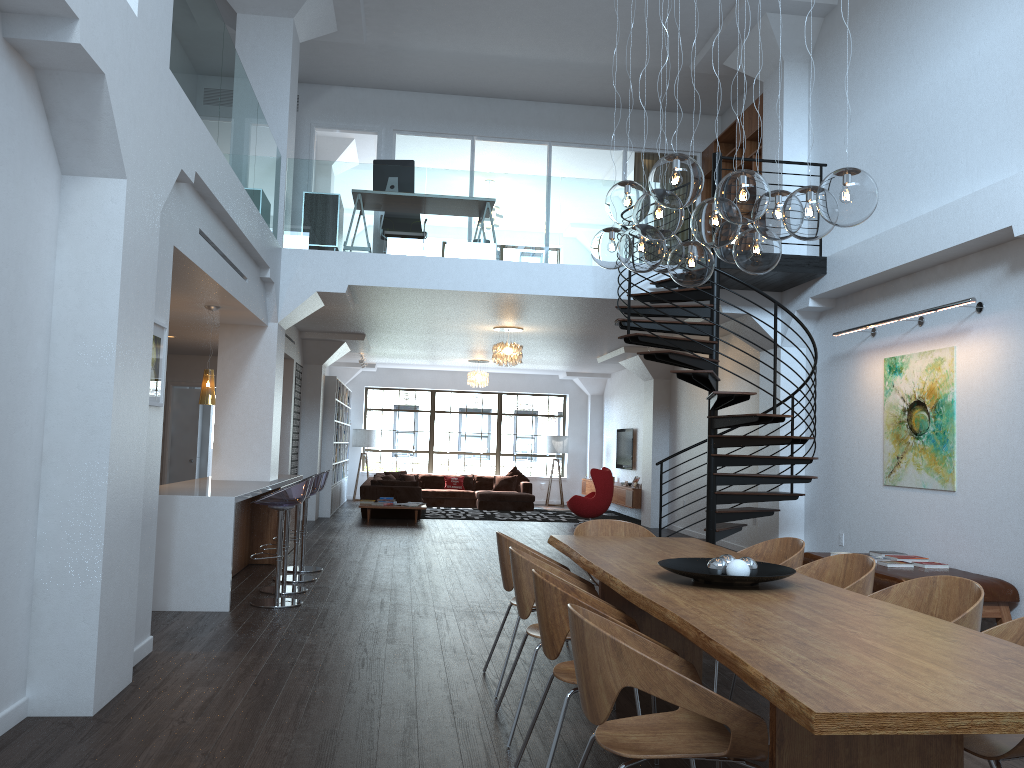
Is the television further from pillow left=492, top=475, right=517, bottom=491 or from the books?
the books

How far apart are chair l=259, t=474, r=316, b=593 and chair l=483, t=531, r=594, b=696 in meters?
3.4

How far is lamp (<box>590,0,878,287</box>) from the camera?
3.5m

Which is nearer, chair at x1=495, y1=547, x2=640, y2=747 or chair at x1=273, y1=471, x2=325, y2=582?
chair at x1=495, y1=547, x2=640, y2=747

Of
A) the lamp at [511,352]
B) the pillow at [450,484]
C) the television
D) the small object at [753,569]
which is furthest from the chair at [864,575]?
the pillow at [450,484]

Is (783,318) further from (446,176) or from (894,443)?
(446,176)

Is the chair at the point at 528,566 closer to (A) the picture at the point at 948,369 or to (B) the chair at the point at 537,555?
(B) the chair at the point at 537,555

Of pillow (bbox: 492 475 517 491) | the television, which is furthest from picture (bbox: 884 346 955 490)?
pillow (bbox: 492 475 517 491)

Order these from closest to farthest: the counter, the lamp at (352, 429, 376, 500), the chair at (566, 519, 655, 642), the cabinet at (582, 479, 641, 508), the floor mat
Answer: the chair at (566, 519, 655, 642) → the counter → the cabinet at (582, 479, 641, 508) → the floor mat → the lamp at (352, 429, 376, 500)

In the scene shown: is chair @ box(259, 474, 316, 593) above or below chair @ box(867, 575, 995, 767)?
below
